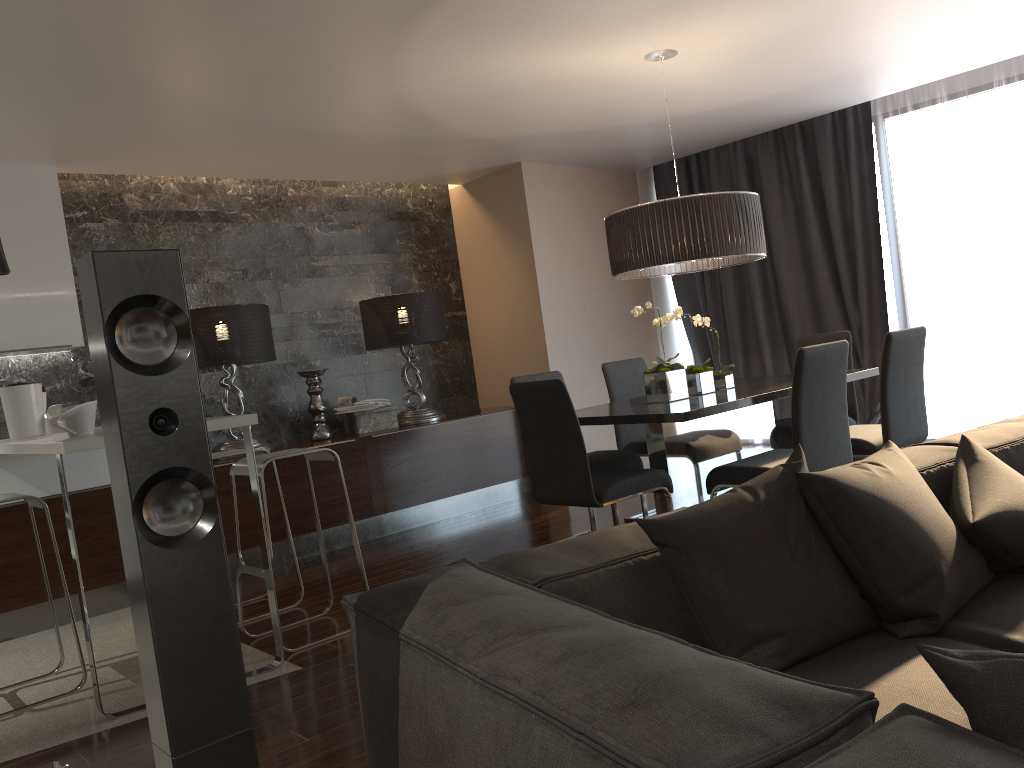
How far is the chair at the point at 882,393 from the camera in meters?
3.9 m

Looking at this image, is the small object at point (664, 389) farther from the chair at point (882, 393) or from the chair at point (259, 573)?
the chair at point (259, 573)

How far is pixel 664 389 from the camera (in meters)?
4.21

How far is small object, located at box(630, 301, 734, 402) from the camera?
4.21m

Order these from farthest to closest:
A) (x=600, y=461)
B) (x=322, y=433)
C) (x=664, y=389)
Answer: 1. (x=322, y=433)
2. (x=600, y=461)
3. (x=664, y=389)

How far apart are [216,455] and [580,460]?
1.9 meters

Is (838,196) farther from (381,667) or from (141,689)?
(381,667)

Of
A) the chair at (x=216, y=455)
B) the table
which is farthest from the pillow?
the chair at (x=216, y=455)

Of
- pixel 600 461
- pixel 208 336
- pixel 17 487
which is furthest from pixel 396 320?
pixel 17 487

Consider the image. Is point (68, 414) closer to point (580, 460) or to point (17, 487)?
point (17, 487)
